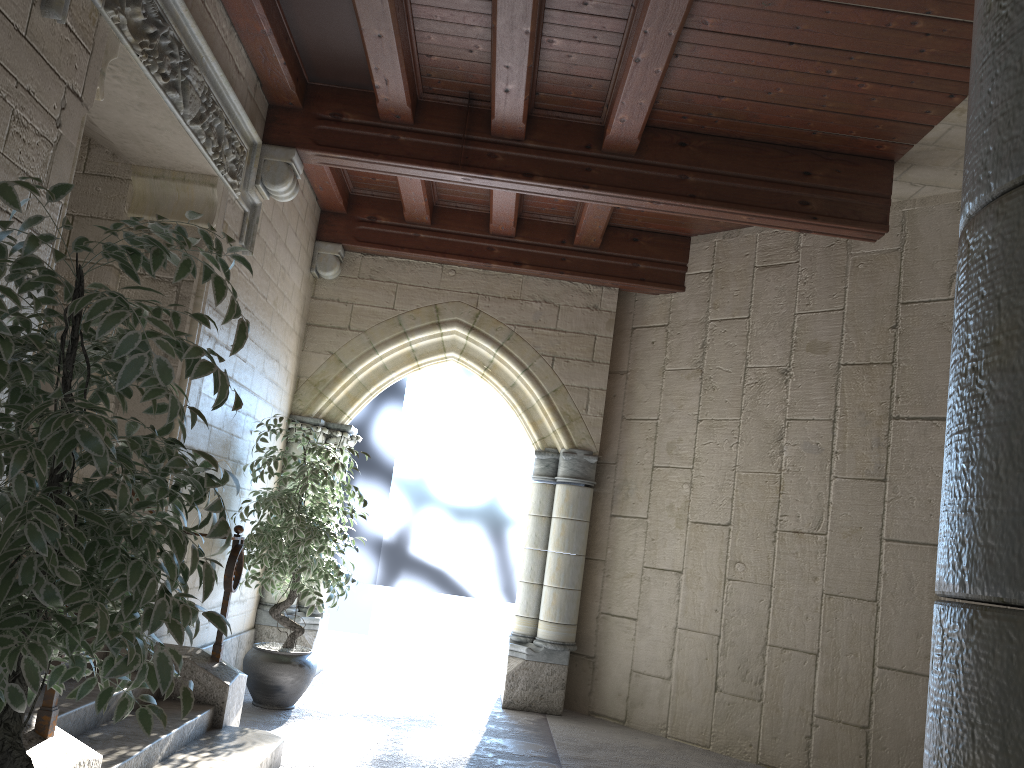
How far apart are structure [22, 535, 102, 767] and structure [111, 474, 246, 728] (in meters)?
1.30

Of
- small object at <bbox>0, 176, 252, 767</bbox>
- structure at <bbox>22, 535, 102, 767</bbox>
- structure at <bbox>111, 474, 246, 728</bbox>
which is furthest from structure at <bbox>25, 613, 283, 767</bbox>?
small object at <bbox>0, 176, 252, 767</bbox>

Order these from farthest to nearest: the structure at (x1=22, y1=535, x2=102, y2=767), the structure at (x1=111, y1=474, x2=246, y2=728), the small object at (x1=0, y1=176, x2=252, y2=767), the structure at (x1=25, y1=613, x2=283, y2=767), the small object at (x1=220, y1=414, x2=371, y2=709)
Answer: the small object at (x1=220, y1=414, x2=371, y2=709) < the structure at (x1=111, y1=474, x2=246, y2=728) < the structure at (x1=25, y1=613, x2=283, y2=767) < the structure at (x1=22, y1=535, x2=102, y2=767) < the small object at (x1=0, y1=176, x2=252, y2=767)

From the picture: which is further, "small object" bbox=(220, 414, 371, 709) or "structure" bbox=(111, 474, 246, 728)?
"small object" bbox=(220, 414, 371, 709)

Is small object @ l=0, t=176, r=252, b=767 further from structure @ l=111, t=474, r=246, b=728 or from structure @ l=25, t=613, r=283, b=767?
structure @ l=111, t=474, r=246, b=728

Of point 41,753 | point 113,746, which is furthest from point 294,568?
point 41,753

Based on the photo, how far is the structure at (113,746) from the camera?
3.0 meters

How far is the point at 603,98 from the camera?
4.5 meters

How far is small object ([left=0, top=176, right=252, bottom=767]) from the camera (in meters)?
1.47

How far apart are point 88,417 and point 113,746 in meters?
2.0
